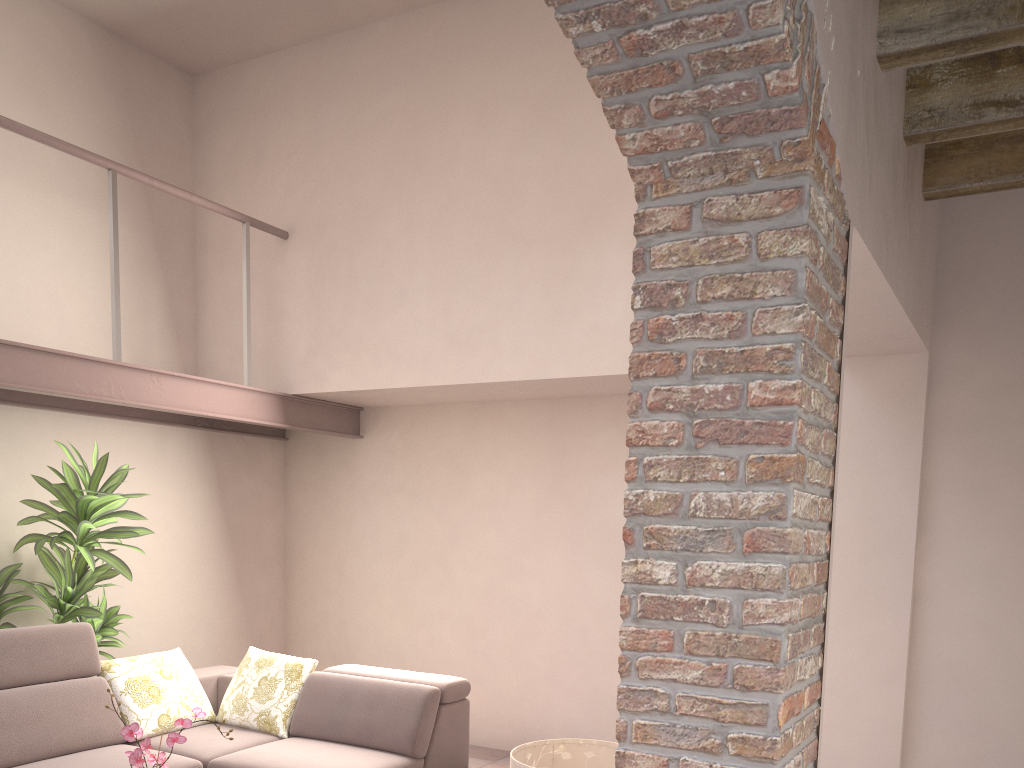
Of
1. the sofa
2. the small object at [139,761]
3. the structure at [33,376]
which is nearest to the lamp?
the small object at [139,761]

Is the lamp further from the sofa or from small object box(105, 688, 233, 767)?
the sofa

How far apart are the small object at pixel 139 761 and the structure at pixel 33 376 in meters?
2.2 m

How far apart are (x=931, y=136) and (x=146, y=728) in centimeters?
413cm

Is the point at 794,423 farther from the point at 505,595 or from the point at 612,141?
the point at 505,595

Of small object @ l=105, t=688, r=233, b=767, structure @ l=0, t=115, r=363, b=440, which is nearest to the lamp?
small object @ l=105, t=688, r=233, b=767

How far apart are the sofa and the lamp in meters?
1.6 m

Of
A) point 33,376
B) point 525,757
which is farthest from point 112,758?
point 525,757

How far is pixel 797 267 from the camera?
1.8 meters

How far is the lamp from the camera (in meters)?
2.66
